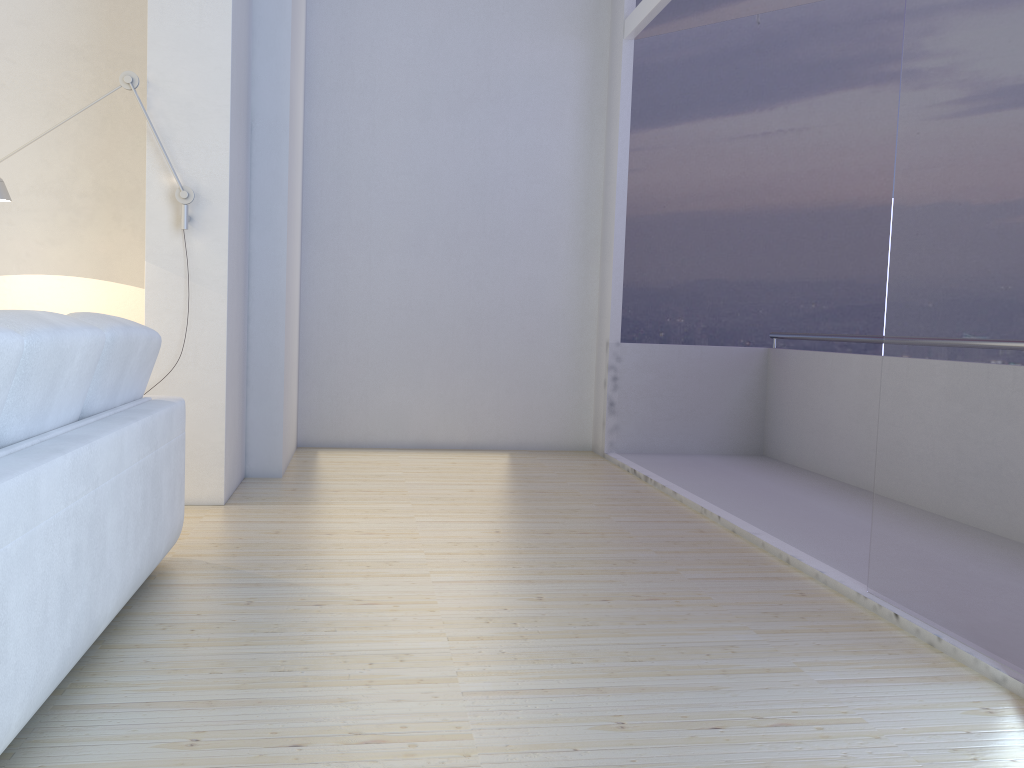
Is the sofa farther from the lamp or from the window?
the window

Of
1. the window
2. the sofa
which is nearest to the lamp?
the sofa

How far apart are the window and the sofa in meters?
2.2

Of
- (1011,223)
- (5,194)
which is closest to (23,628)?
(1011,223)

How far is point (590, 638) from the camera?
2.5 meters

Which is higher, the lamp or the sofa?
the lamp

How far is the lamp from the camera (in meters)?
3.71

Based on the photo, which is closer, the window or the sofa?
the sofa

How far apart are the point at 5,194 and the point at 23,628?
2.74m

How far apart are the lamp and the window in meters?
2.8
